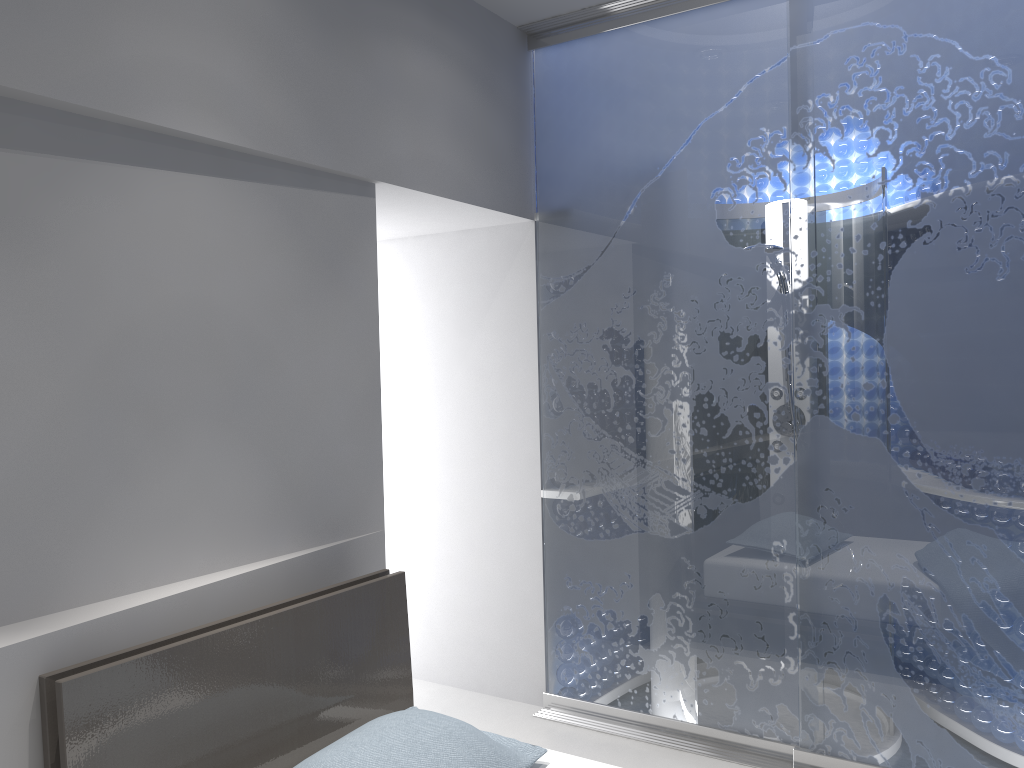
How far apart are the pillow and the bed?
0.0 meters

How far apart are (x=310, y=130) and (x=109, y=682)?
1.5m

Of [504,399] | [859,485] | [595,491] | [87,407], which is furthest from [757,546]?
[87,407]

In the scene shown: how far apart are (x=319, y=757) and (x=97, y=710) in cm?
46

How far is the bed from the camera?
1.8 meters

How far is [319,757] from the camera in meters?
1.9 m

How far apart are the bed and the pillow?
0.0 meters

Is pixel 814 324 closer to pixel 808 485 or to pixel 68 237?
pixel 808 485

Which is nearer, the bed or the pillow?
the bed

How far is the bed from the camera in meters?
1.8
